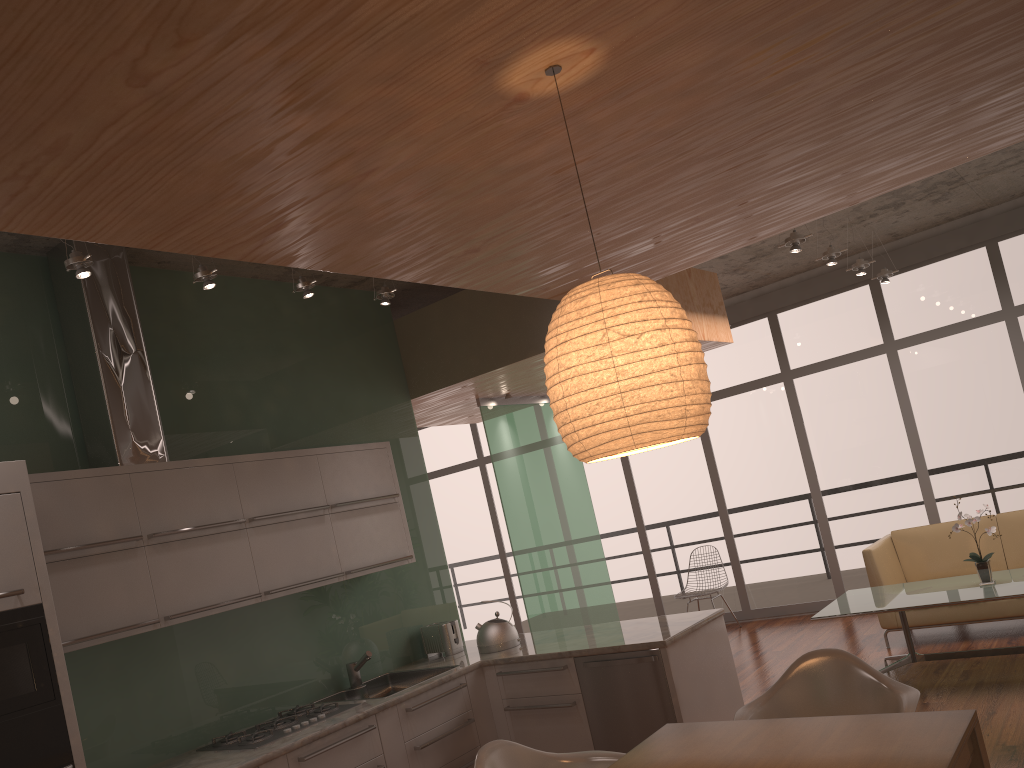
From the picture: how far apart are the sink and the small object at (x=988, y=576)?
3.4 meters

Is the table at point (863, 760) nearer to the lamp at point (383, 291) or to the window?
the lamp at point (383, 291)

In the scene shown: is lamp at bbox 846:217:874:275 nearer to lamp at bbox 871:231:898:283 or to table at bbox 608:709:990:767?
lamp at bbox 871:231:898:283

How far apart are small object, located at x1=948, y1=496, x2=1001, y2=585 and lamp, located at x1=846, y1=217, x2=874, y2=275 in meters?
2.3

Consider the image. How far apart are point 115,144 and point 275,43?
0.56m

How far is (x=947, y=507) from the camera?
8.2m

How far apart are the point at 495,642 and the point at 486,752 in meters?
2.0

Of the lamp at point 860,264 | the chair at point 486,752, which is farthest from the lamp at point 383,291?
the lamp at point 860,264

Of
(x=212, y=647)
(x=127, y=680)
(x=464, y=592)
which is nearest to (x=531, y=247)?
(x=212, y=647)

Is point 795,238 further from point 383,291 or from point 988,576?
point 383,291
